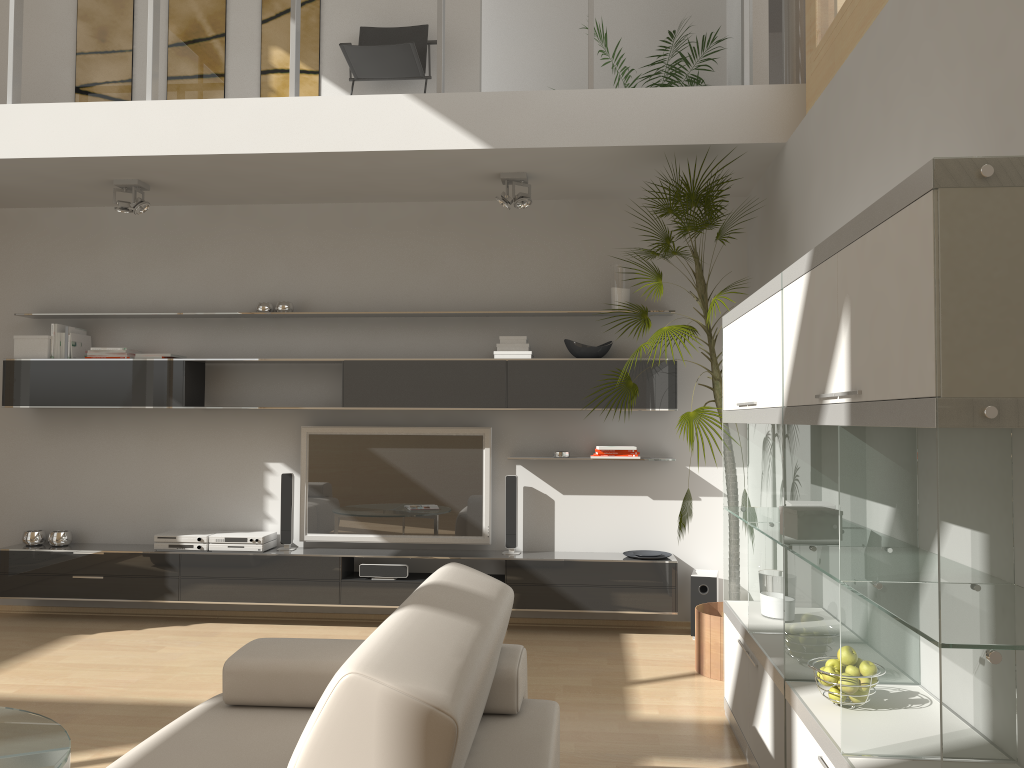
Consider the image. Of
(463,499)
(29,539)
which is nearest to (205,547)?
(29,539)

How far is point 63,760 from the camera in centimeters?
239cm

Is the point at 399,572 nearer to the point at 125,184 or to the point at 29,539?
the point at 29,539

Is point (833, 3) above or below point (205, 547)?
above

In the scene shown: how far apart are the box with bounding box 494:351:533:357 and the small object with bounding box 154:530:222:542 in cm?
214

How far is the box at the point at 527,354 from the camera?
→ 5.4 meters

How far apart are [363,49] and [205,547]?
3.2m

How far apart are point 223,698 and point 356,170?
3.2 meters

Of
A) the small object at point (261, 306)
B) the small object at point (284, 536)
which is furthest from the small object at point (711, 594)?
the small object at point (261, 306)

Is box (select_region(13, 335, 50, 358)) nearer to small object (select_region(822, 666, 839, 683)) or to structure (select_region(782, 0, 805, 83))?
structure (select_region(782, 0, 805, 83))
